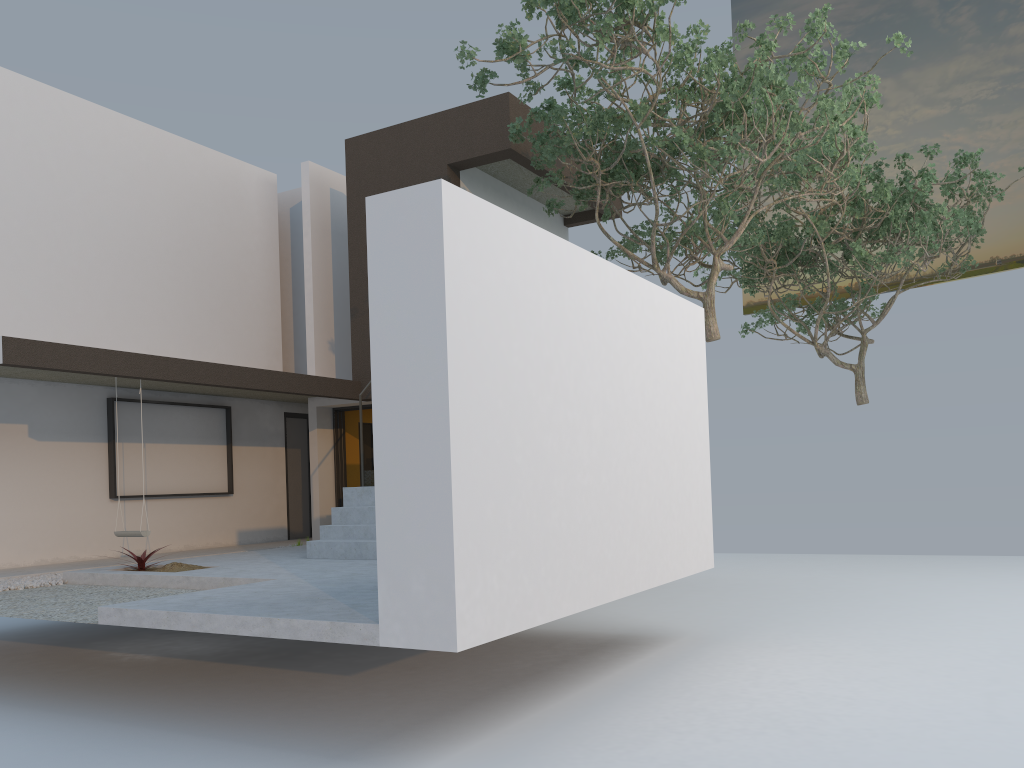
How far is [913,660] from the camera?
6.65m

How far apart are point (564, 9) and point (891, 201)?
7.6 meters

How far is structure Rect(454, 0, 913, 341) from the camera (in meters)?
8.36

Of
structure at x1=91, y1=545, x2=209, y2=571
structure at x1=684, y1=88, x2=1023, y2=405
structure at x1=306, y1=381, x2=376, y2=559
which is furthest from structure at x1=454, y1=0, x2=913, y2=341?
structure at x1=91, y1=545, x2=209, y2=571

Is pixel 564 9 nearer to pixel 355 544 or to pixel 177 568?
pixel 355 544

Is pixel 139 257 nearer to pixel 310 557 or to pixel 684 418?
pixel 310 557

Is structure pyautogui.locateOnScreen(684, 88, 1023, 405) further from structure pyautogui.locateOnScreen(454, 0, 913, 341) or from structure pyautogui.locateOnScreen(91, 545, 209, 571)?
structure pyautogui.locateOnScreen(91, 545, 209, 571)

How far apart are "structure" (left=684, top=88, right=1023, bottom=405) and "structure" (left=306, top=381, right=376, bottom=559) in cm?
698

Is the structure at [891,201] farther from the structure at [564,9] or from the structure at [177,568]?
the structure at [177,568]

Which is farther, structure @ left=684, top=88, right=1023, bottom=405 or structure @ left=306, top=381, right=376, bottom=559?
structure @ left=684, top=88, right=1023, bottom=405
